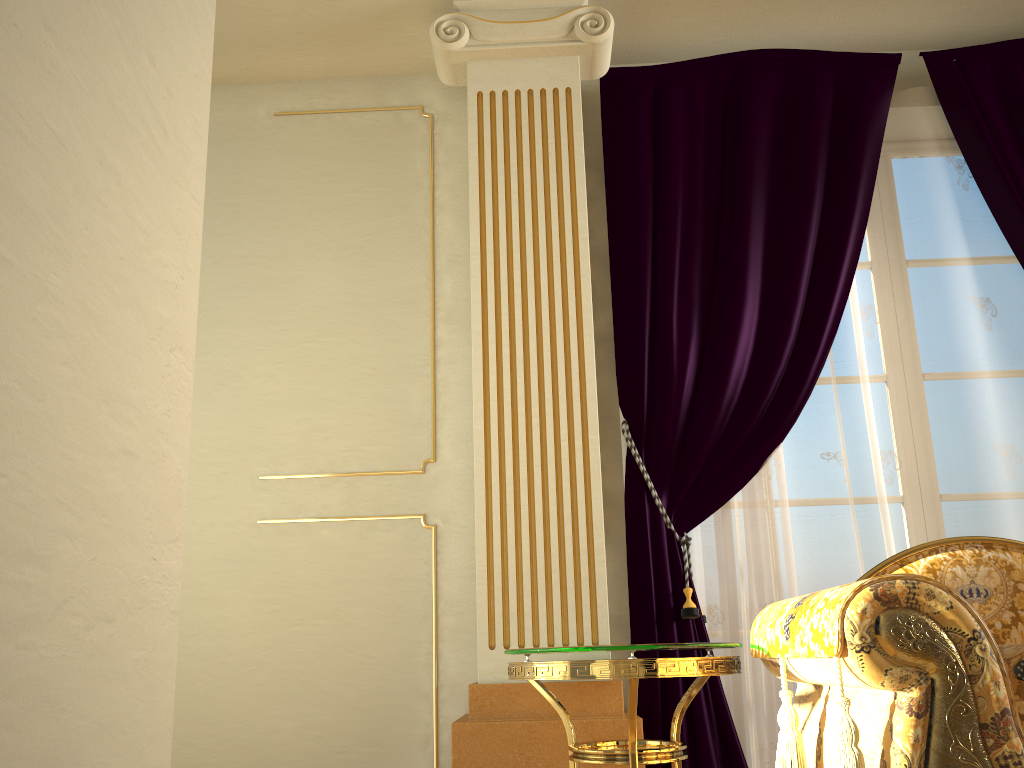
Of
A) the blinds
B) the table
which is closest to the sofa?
the table

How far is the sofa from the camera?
1.4 meters

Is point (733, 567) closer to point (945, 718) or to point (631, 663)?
point (631, 663)

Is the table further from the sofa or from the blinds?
the blinds

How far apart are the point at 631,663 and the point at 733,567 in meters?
0.9

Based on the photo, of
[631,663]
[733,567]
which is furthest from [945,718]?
[733,567]

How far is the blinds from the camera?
2.7 meters

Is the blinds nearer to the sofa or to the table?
the table

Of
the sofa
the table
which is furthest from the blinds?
the sofa

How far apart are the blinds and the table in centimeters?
34cm
